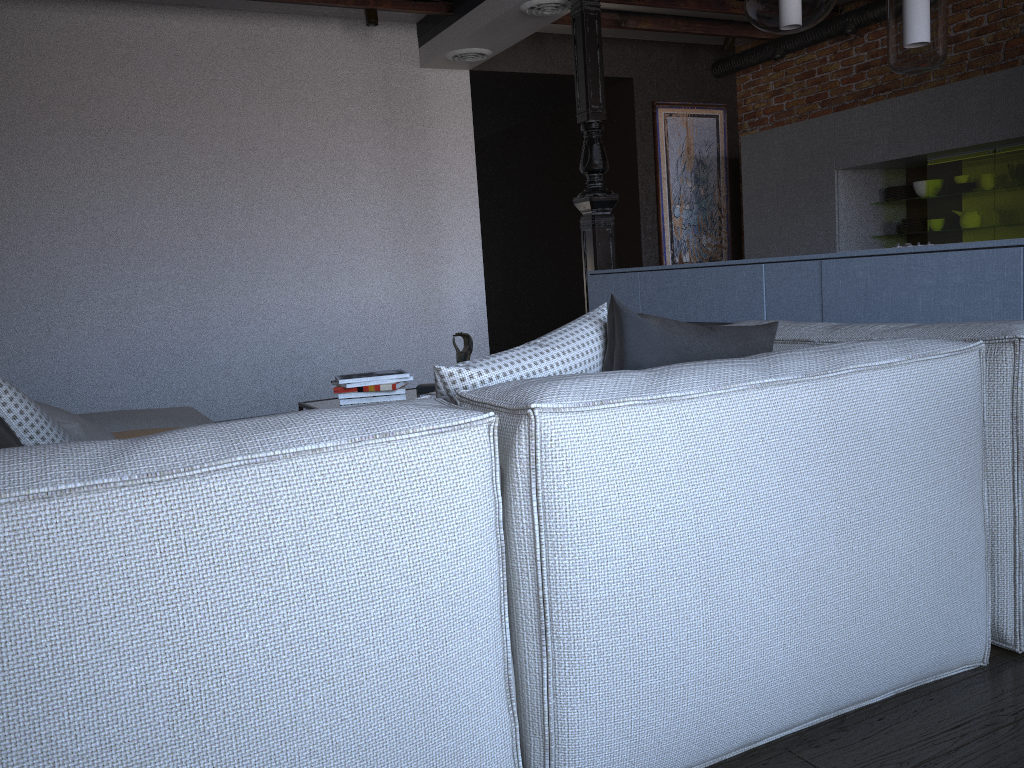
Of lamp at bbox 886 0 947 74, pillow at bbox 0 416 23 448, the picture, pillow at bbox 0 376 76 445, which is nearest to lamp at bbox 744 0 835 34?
lamp at bbox 886 0 947 74

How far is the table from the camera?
3.3 meters

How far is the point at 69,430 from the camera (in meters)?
2.08

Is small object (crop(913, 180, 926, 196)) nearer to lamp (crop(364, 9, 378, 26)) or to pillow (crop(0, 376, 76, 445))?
lamp (crop(364, 9, 378, 26))

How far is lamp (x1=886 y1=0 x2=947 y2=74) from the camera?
3.0 meters

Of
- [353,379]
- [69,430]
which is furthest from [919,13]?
[69,430]

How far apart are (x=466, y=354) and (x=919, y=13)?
2.04m

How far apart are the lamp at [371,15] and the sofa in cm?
320

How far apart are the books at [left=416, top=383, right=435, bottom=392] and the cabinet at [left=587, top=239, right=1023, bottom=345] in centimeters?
134cm

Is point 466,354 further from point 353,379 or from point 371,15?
point 371,15
